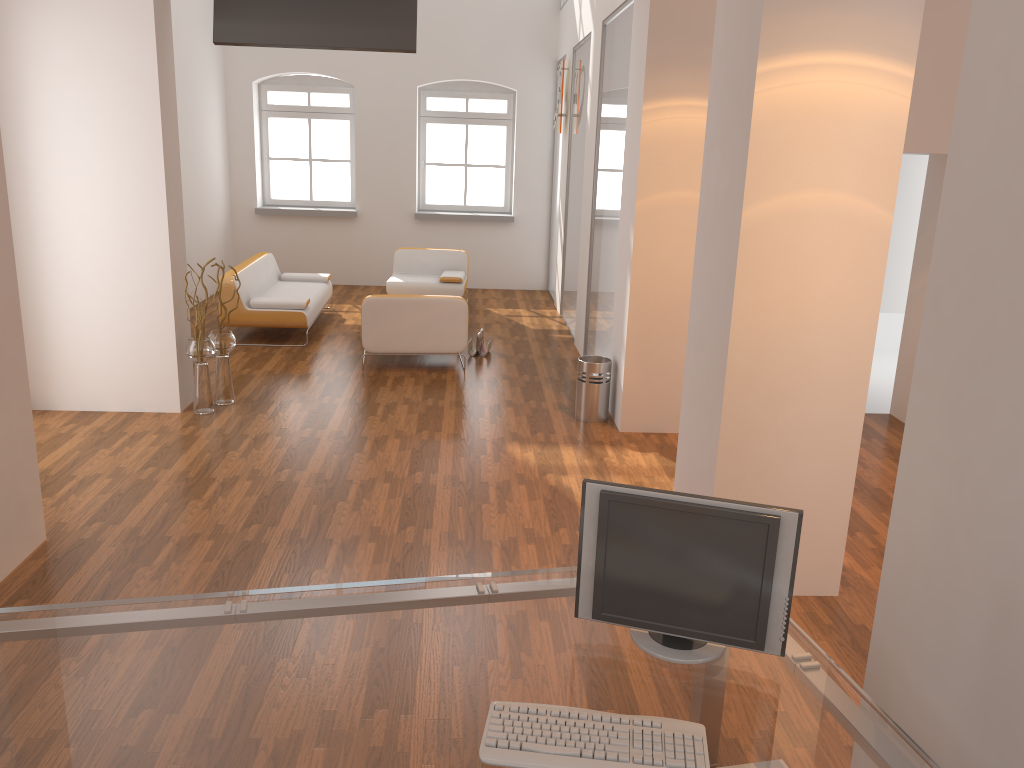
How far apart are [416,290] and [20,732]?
8.68m

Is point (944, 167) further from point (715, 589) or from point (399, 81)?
point (399, 81)

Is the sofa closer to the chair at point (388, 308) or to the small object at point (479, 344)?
the chair at point (388, 308)

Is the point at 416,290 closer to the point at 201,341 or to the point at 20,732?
the point at 201,341

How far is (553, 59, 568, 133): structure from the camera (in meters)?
10.13

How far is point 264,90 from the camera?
11.7m

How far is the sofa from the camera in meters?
8.4 m

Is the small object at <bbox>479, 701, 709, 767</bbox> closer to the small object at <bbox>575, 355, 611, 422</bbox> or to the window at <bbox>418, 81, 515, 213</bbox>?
the small object at <bbox>575, 355, 611, 422</bbox>

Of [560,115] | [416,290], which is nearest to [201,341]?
[416,290]

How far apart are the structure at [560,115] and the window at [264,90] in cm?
311
